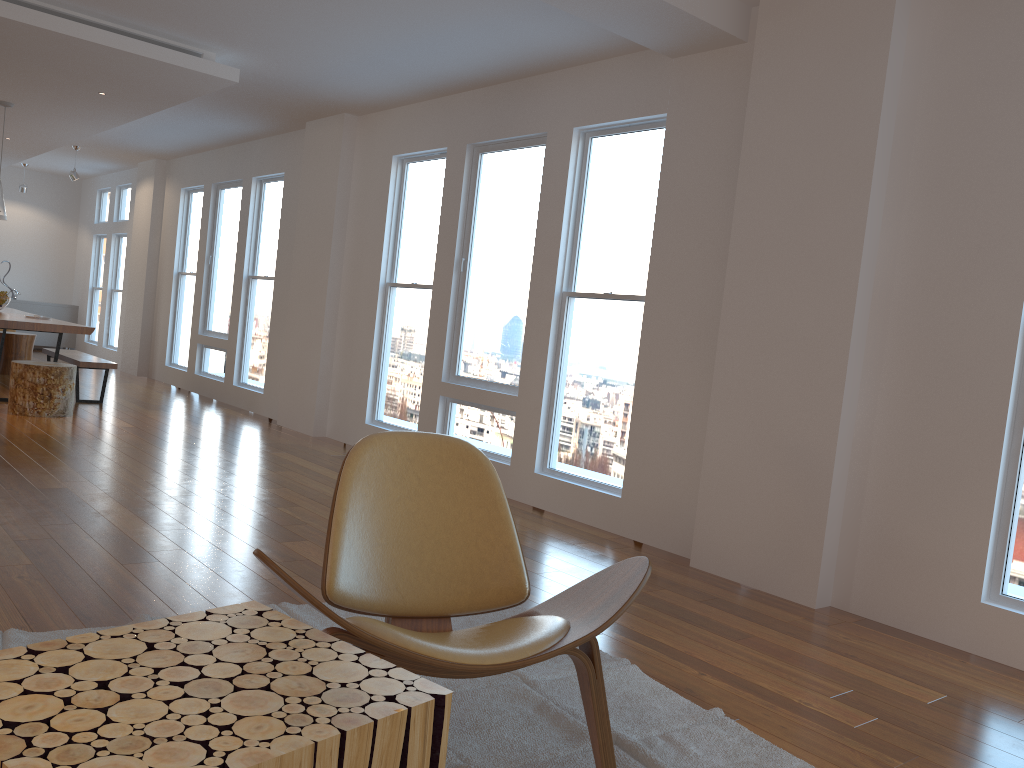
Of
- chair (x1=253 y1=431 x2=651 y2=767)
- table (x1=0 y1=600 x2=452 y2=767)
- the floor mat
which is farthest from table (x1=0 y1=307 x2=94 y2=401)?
table (x1=0 y1=600 x2=452 y2=767)

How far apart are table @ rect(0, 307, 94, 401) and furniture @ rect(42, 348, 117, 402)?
0.4 meters

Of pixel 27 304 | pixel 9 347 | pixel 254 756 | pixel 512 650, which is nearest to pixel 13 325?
pixel 9 347

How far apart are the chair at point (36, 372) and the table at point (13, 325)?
0.5m

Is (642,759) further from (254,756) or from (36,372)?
(36,372)

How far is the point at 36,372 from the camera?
6.83m

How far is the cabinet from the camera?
13.3m

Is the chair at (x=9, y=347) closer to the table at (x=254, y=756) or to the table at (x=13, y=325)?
the table at (x=13, y=325)

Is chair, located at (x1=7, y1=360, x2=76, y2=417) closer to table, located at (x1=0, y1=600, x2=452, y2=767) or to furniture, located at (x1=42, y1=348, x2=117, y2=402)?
furniture, located at (x1=42, y1=348, x2=117, y2=402)

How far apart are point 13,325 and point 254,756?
7.25m
